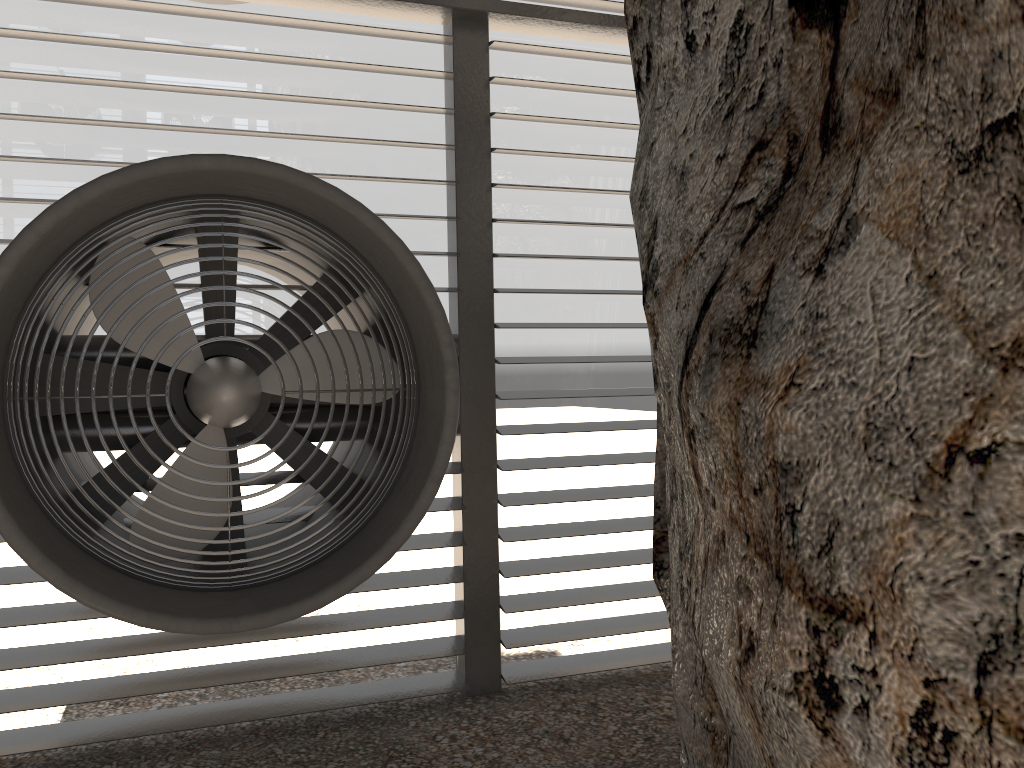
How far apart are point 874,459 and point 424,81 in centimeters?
353cm

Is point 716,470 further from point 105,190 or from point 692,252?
point 105,190
